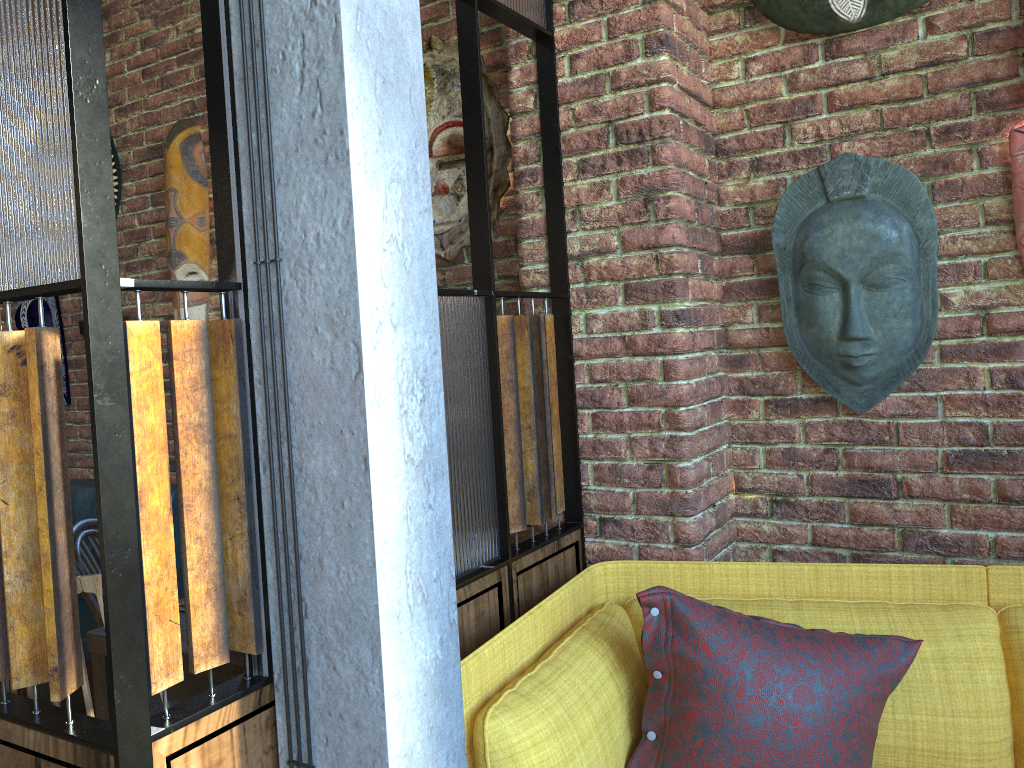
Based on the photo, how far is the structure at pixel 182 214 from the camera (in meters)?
3.36

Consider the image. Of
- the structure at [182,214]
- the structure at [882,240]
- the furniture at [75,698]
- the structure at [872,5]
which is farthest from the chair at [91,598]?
the structure at [872,5]

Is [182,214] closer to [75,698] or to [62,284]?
[75,698]

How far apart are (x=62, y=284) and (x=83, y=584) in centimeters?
49cm

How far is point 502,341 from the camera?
2.0m

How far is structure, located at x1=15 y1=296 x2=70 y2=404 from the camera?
3.9m

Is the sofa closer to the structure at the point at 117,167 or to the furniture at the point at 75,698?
the furniture at the point at 75,698

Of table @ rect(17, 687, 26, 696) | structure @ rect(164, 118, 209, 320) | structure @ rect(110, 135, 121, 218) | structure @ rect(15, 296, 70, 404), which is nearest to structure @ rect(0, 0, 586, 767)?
structure @ rect(164, 118, 209, 320)

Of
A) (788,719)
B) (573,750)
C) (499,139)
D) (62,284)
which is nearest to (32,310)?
(499,139)

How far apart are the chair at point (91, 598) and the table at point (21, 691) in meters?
1.1
